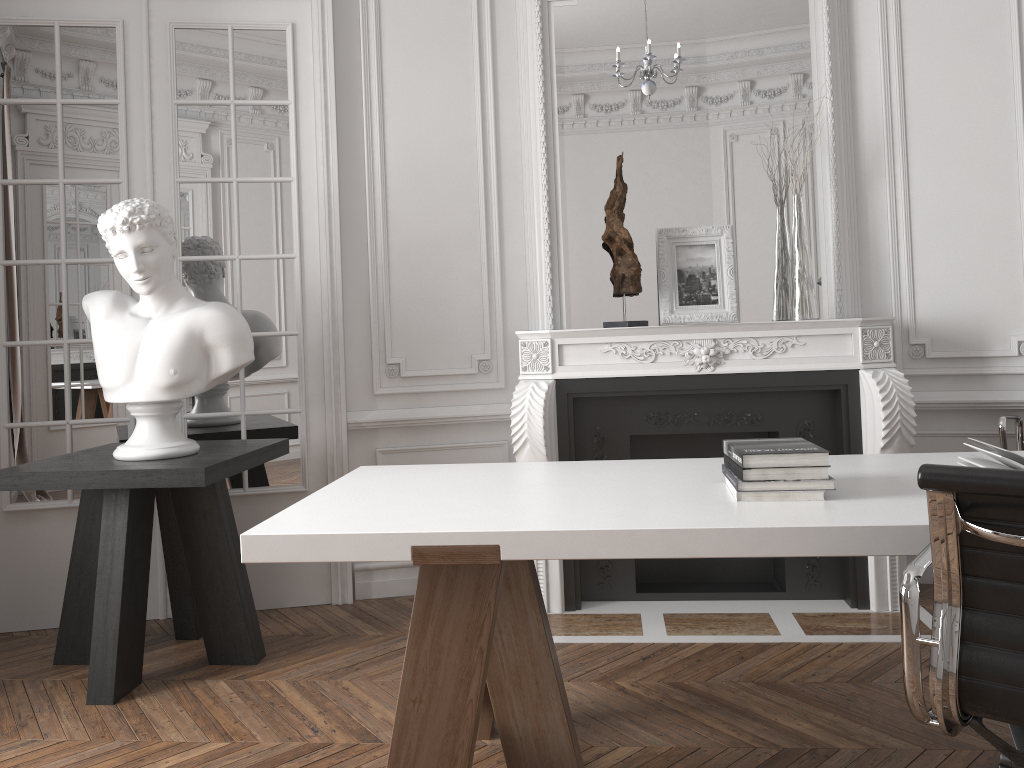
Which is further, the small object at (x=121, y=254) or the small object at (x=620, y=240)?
the small object at (x=620, y=240)

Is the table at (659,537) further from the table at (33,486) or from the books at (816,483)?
the table at (33,486)

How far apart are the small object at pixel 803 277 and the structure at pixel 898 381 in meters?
0.2 m

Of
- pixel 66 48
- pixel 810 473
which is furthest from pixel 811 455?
pixel 66 48

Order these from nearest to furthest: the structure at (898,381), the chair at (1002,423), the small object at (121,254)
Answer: the small object at (121,254) < the chair at (1002,423) < the structure at (898,381)

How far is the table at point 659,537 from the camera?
1.76m

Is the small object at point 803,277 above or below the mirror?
below

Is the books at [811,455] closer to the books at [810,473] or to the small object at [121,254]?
the books at [810,473]

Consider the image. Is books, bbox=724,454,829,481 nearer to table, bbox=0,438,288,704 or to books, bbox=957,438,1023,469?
books, bbox=957,438,1023,469

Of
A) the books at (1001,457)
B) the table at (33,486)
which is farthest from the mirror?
the books at (1001,457)
